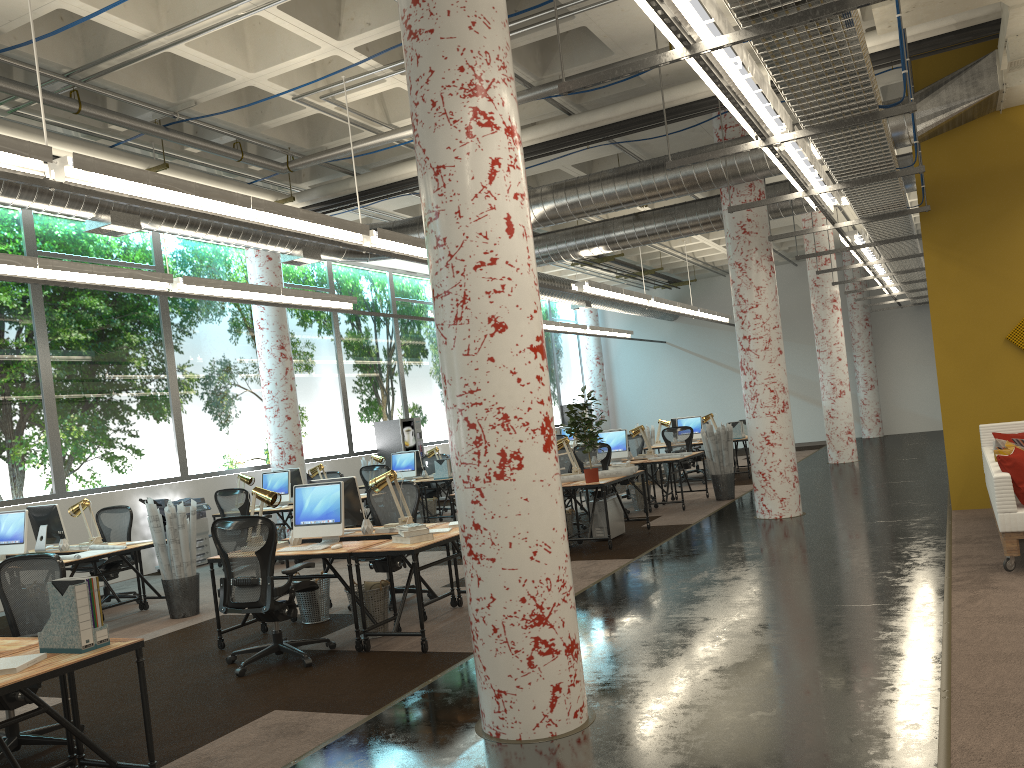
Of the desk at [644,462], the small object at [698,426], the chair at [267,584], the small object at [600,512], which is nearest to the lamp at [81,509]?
the chair at [267,584]

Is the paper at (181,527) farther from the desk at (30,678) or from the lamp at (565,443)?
the lamp at (565,443)

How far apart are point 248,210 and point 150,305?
6.53m

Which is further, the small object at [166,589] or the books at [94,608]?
the small object at [166,589]

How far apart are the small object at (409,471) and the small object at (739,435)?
5.8m

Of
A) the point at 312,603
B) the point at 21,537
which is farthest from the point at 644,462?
the point at 21,537

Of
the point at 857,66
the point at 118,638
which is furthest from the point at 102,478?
the point at 857,66

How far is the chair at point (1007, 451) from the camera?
7.3 meters

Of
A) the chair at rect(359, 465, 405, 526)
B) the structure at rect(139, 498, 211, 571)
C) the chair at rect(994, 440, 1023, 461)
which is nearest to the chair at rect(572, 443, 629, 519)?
the chair at rect(359, 465, 405, 526)

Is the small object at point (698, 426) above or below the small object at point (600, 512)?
above
